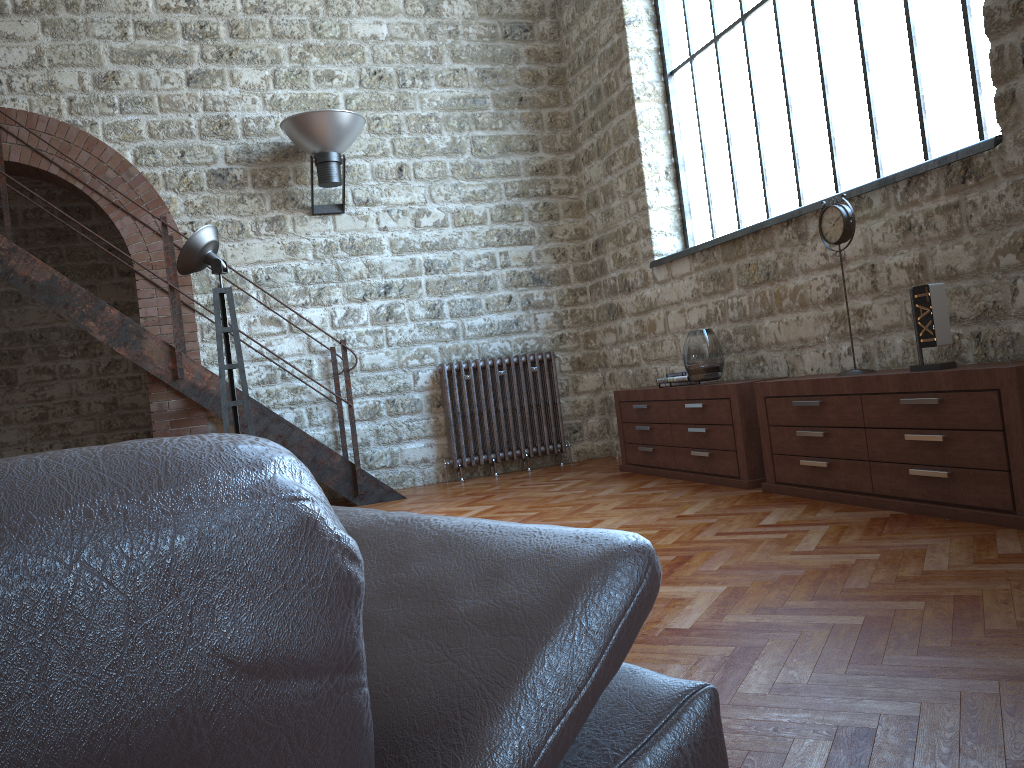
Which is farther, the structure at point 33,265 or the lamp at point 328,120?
the lamp at point 328,120

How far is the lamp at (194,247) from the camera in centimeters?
A: 445cm

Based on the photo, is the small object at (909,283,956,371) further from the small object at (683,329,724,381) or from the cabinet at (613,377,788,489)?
the small object at (683,329,724,381)

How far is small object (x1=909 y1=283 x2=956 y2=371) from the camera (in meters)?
3.66

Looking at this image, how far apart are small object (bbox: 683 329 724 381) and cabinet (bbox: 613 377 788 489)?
0.1m

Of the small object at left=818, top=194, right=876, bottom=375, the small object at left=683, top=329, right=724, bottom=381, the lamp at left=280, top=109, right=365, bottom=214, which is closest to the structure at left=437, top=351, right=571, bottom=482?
the lamp at left=280, top=109, right=365, bottom=214

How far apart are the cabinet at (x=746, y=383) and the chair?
4.0m

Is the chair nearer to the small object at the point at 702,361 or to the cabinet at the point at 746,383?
the cabinet at the point at 746,383

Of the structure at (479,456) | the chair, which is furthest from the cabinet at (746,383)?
the chair

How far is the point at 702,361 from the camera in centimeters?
538cm
